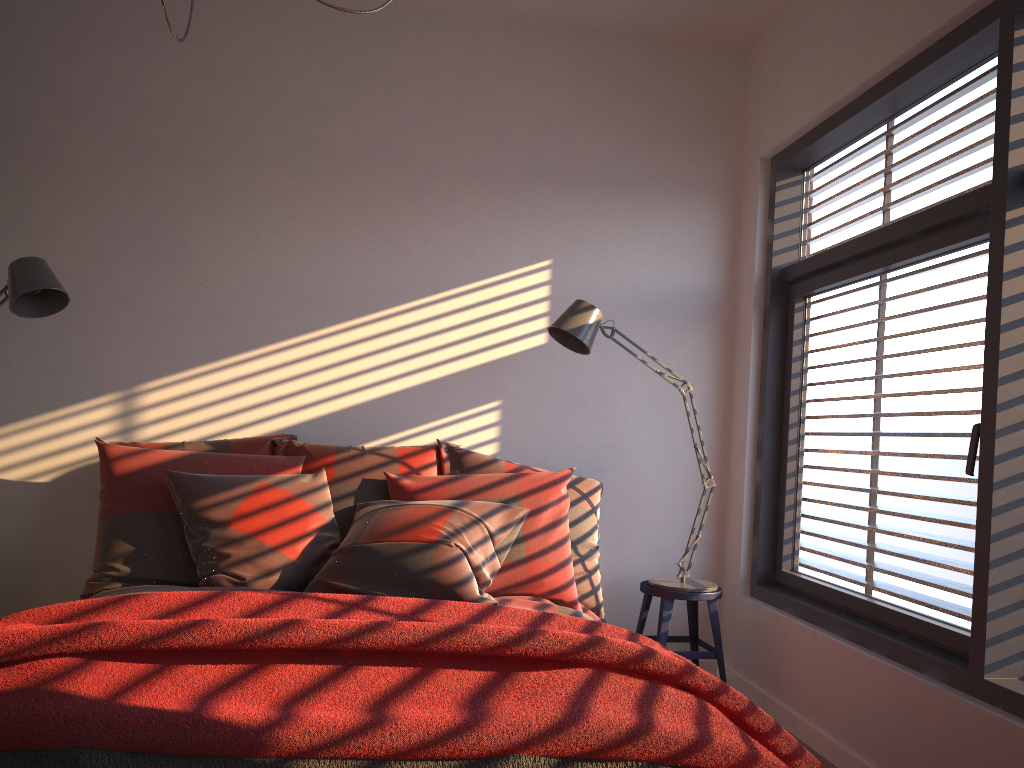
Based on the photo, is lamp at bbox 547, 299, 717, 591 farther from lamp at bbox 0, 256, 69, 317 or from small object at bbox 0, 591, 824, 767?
lamp at bbox 0, 256, 69, 317

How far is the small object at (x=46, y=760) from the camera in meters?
1.5

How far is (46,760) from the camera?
1.5 meters

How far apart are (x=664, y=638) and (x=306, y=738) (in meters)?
2.10

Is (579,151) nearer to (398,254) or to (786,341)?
(398,254)

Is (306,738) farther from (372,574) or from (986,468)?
(986,468)

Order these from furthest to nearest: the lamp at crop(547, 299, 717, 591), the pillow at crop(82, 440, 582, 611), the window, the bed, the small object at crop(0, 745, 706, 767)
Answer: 1. the lamp at crop(547, 299, 717, 591)
2. the pillow at crop(82, 440, 582, 611)
3. the bed
4. the window
5. the small object at crop(0, 745, 706, 767)

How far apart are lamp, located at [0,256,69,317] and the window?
2.8 meters

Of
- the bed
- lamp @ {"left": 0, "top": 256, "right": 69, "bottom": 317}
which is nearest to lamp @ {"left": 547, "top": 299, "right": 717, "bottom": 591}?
the bed

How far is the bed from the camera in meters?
2.7 m
